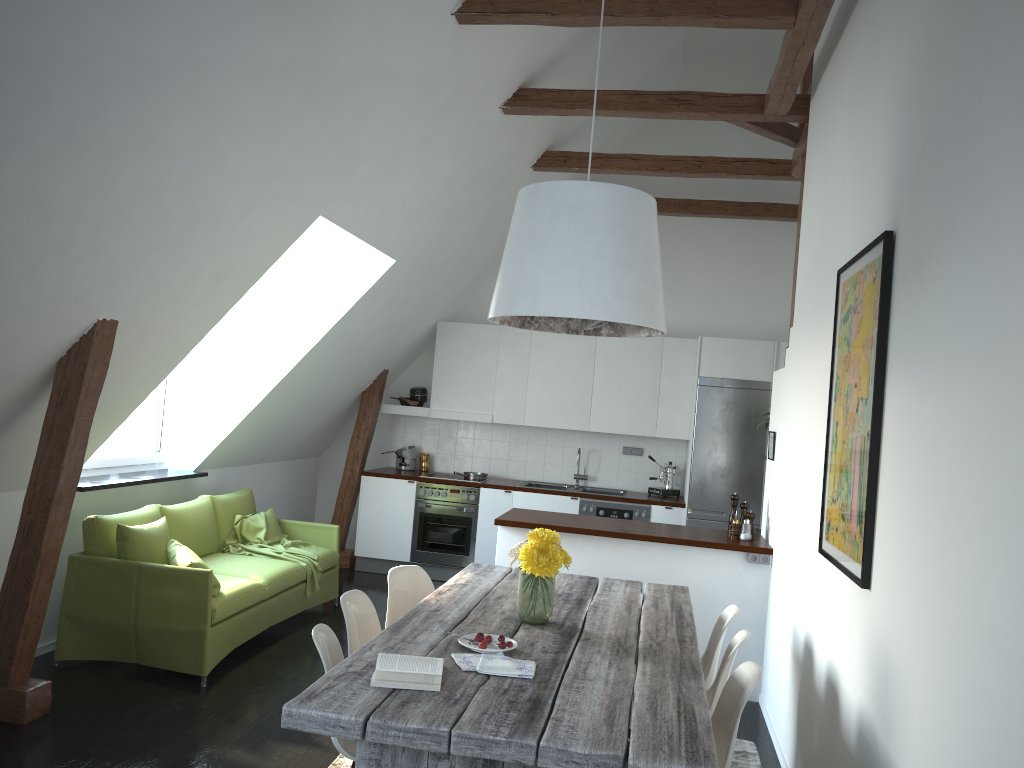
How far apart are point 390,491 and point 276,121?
4.7m

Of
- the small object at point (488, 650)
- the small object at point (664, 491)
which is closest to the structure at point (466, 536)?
the small object at point (664, 491)

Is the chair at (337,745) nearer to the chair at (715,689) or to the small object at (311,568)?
the chair at (715,689)

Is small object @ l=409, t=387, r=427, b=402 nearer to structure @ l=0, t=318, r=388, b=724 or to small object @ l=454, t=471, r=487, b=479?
structure @ l=0, t=318, r=388, b=724

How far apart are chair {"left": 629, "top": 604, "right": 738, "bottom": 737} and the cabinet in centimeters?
114cm

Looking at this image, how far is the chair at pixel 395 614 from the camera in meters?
4.2

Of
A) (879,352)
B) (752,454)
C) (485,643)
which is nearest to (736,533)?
(752,454)

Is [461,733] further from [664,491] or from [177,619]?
[664,491]

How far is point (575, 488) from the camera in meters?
8.2

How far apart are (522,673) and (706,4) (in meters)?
3.10
